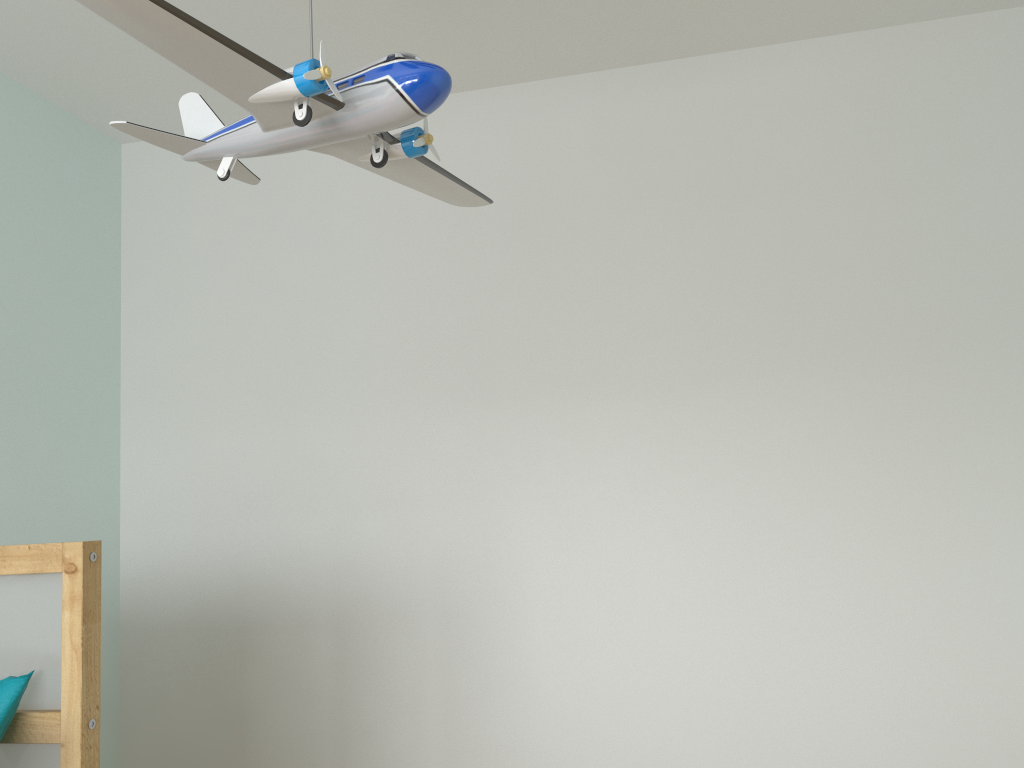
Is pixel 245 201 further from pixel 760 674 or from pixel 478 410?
pixel 760 674

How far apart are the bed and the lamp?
0.6m

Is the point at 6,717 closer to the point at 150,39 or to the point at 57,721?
the point at 57,721

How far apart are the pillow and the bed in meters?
0.0 m

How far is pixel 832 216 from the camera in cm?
235

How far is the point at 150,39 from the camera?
0.7 meters

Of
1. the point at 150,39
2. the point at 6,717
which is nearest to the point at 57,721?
the point at 6,717

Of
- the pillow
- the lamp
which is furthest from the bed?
the lamp

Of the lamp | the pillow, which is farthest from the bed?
the lamp

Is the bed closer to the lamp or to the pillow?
the pillow
